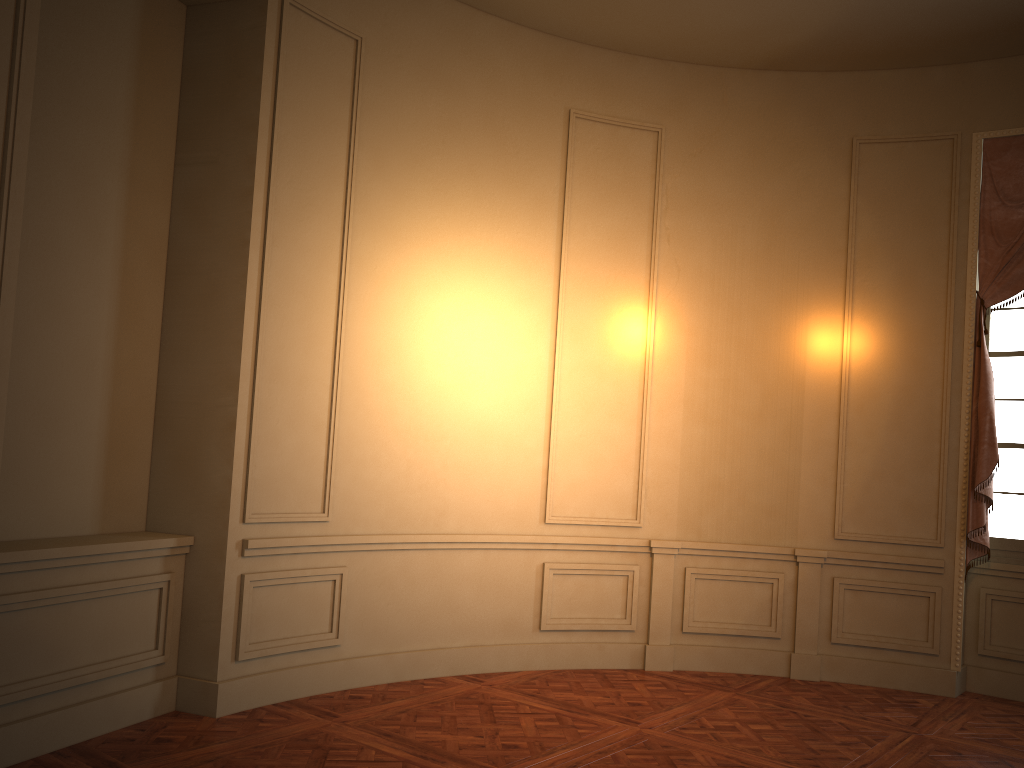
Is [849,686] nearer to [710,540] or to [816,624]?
[816,624]

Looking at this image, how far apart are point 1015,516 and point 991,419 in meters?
0.7

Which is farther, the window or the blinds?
the window

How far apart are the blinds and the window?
0.1m

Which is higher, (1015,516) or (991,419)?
(991,419)

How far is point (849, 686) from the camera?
5.9m

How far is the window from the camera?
5.93m

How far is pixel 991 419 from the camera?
5.7m

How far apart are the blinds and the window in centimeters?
14cm

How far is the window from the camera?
5.93m
